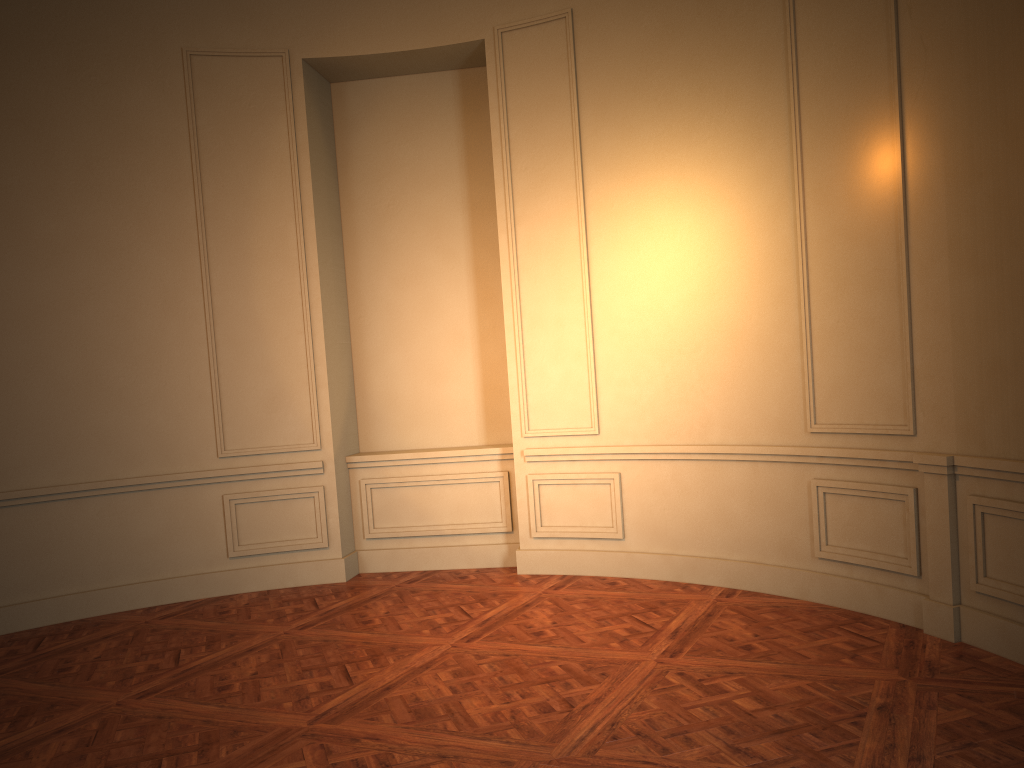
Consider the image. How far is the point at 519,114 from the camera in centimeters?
606cm
